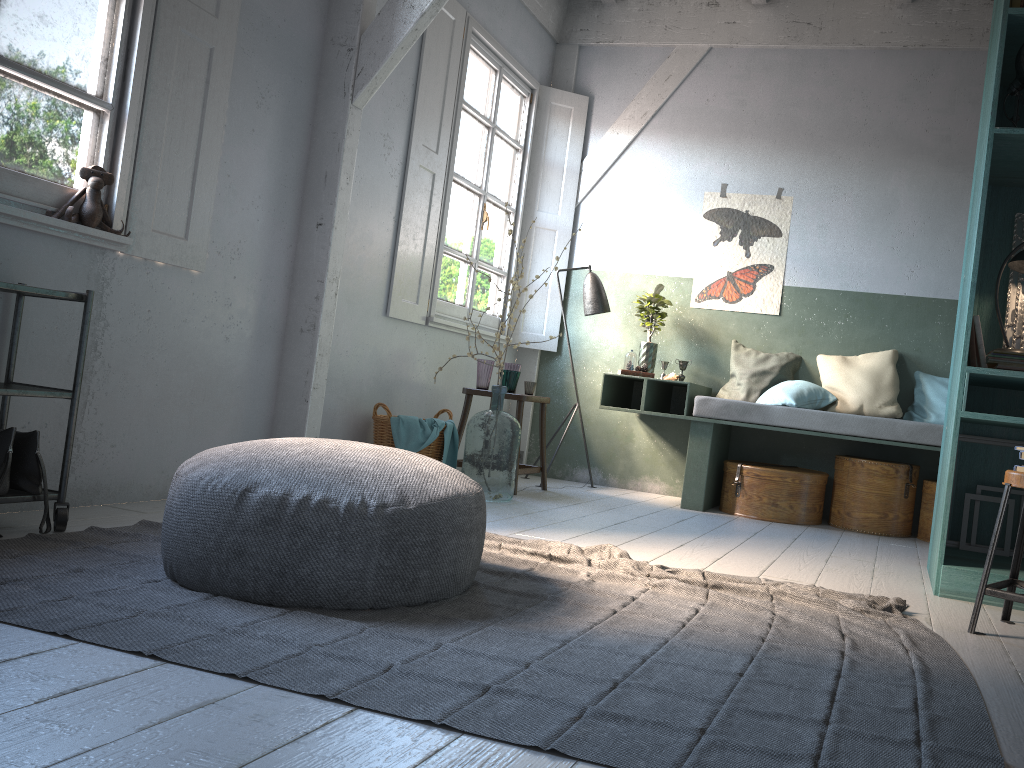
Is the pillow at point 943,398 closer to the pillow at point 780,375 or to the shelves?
the pillow at point 780,375

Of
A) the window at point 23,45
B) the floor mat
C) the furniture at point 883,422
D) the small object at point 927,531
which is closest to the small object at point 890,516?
the small object at point 927,531

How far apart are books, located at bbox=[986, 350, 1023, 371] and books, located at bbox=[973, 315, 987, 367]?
0.04m

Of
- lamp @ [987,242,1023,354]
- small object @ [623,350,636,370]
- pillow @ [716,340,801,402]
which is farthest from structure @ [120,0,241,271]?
pillow @ [716,340,801,402]

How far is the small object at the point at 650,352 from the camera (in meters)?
6.90

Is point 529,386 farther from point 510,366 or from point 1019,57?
point 1019,57

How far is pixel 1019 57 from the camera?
3.92m

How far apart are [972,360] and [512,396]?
2.9 meters

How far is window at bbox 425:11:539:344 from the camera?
6.5 meters

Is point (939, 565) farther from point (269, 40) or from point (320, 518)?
point (269, 40)
